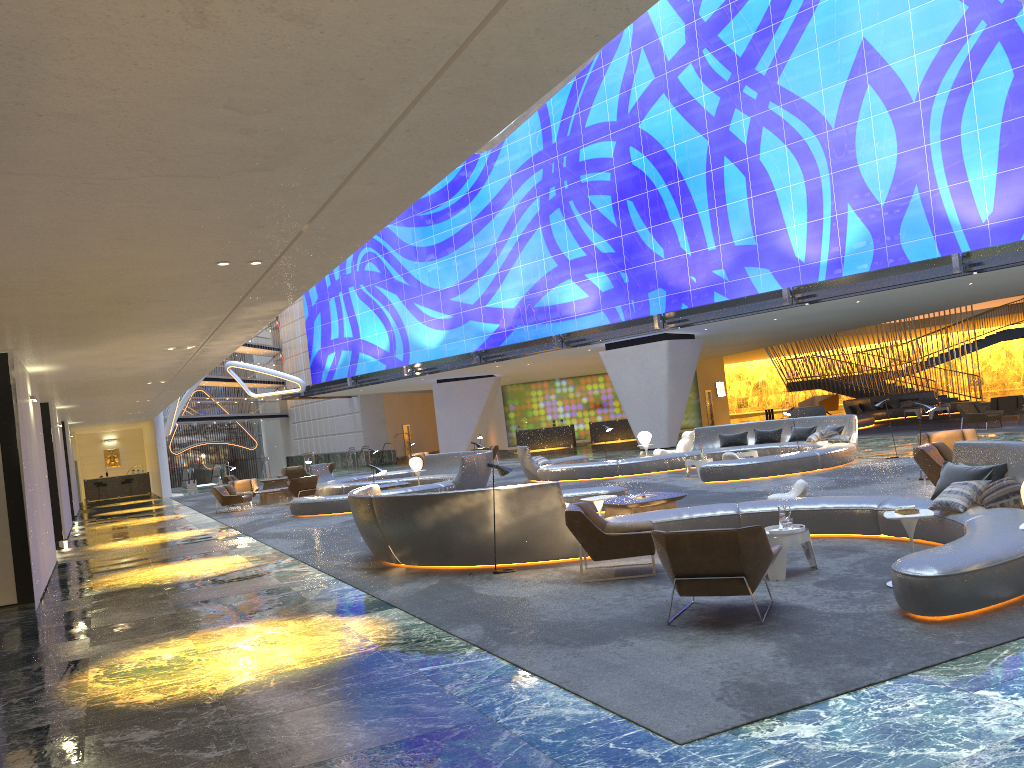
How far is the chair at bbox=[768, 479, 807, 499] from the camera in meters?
11.9 m

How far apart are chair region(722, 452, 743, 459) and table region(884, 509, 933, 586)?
11.9m

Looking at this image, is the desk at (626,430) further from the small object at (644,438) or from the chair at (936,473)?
the chair at (936,473)

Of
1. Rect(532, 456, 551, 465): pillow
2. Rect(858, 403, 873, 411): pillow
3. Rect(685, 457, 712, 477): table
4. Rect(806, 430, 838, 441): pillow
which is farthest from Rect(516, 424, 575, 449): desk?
Rect(685, 457, 712, 477): table

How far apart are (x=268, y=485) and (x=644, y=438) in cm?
1697

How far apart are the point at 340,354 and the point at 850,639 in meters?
43.8

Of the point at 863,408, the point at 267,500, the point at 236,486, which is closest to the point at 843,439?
the point at 267,500

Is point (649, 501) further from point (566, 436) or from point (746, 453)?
point (566, 436)

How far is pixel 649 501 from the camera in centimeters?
1248cm

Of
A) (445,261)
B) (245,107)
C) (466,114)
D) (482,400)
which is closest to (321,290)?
(445,261)
